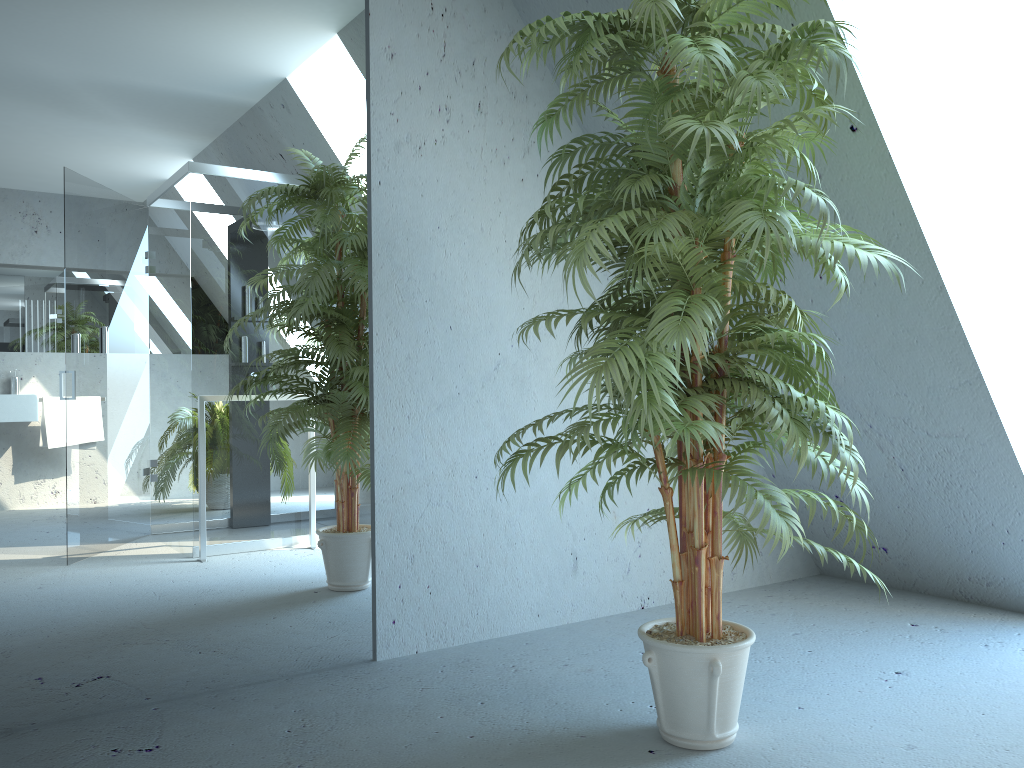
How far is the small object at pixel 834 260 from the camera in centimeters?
184cm

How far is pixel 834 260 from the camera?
1.8 meters

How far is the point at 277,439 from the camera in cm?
269

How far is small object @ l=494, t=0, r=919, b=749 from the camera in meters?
1.8 m
